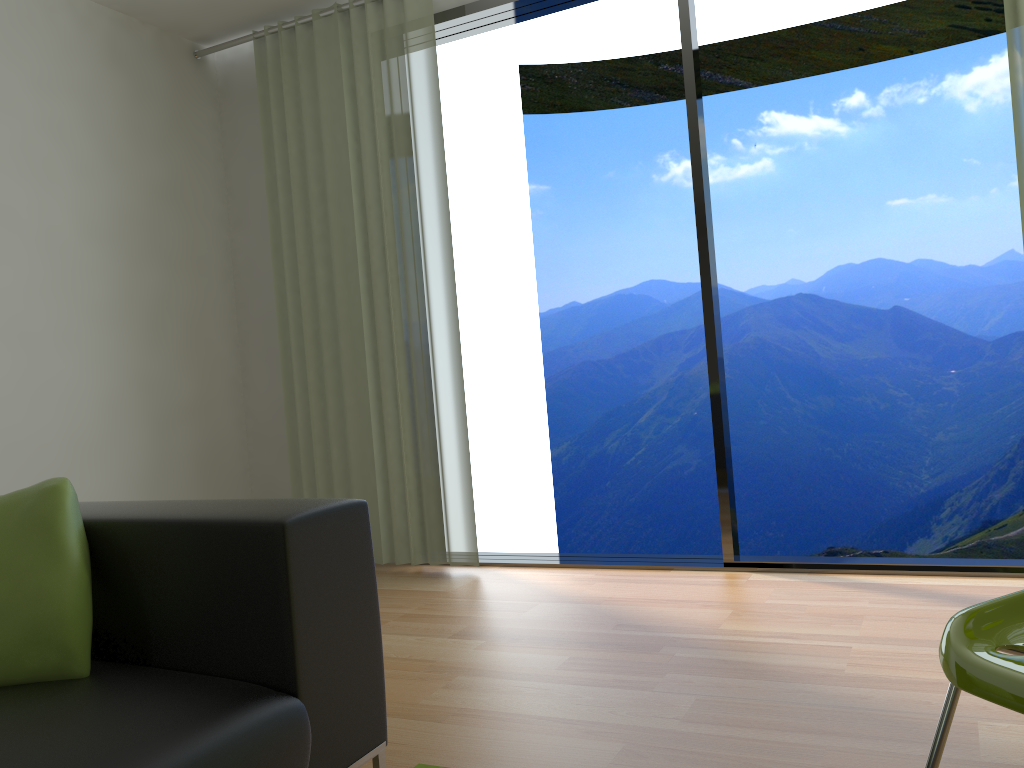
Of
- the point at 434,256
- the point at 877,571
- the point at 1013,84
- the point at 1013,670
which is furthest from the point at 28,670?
the point at 1013,84

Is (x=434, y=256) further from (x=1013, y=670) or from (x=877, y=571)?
(x=1013, y=670)

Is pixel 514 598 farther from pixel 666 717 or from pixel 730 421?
pixel 730 421

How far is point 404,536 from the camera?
4.0m

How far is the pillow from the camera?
1.5m

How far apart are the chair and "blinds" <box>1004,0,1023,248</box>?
2.11m

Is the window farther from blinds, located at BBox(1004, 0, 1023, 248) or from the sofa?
the sofa

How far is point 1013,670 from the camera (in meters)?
1.09

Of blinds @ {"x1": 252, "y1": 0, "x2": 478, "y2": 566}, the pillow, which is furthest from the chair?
blinds @ {"x1": 252, "y1": 0, "x2": 478, "y2": 566}

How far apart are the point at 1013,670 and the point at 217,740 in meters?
1.1
